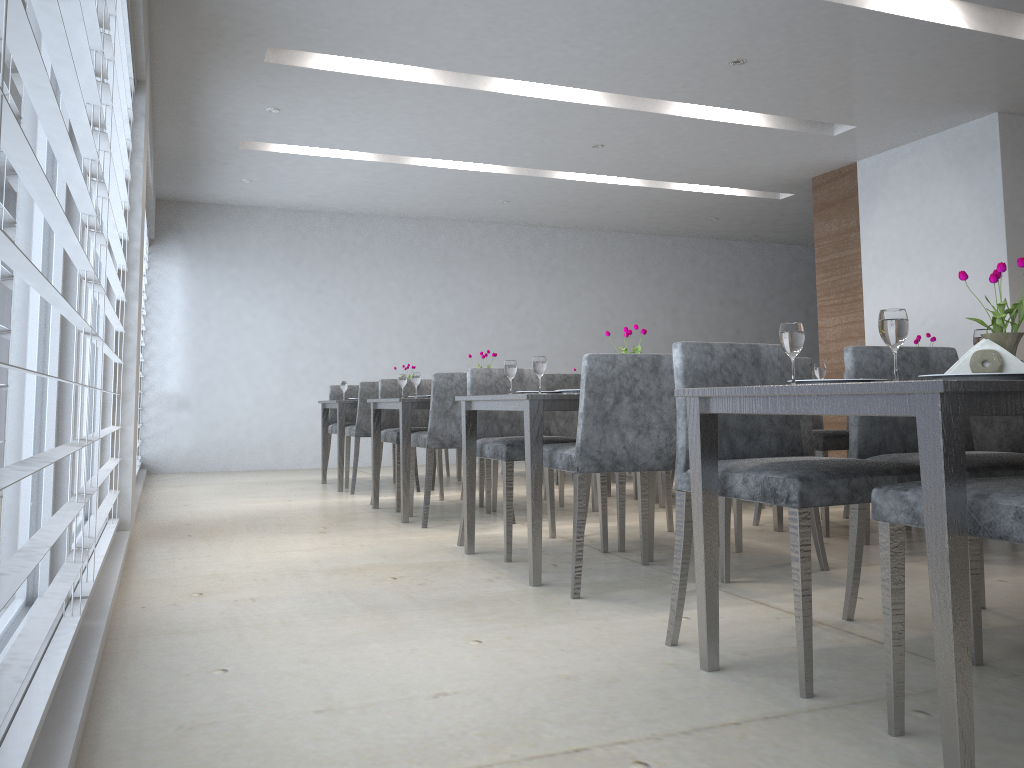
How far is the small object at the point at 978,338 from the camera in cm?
214

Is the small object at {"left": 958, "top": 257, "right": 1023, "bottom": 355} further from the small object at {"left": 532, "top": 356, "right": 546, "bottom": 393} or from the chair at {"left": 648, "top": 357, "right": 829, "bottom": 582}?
the small object at {"left": 532, "top": 356, "right": 546, "bottom": 393}

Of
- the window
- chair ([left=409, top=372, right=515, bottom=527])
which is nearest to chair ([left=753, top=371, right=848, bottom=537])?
chair ([left=409, top=372, right=515, bottom=527])

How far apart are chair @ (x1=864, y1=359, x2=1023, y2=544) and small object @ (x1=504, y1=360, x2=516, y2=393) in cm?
179

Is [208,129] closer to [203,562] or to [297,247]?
[297,247]

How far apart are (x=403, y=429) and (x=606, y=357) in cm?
198

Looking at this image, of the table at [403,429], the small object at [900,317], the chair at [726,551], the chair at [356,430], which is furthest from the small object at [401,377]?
the small object at [900,317]

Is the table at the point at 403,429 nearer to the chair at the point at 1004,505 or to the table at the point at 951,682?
the table at the point at 951,682

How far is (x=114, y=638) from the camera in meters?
2.4 m

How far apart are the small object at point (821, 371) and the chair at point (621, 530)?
0.8m
